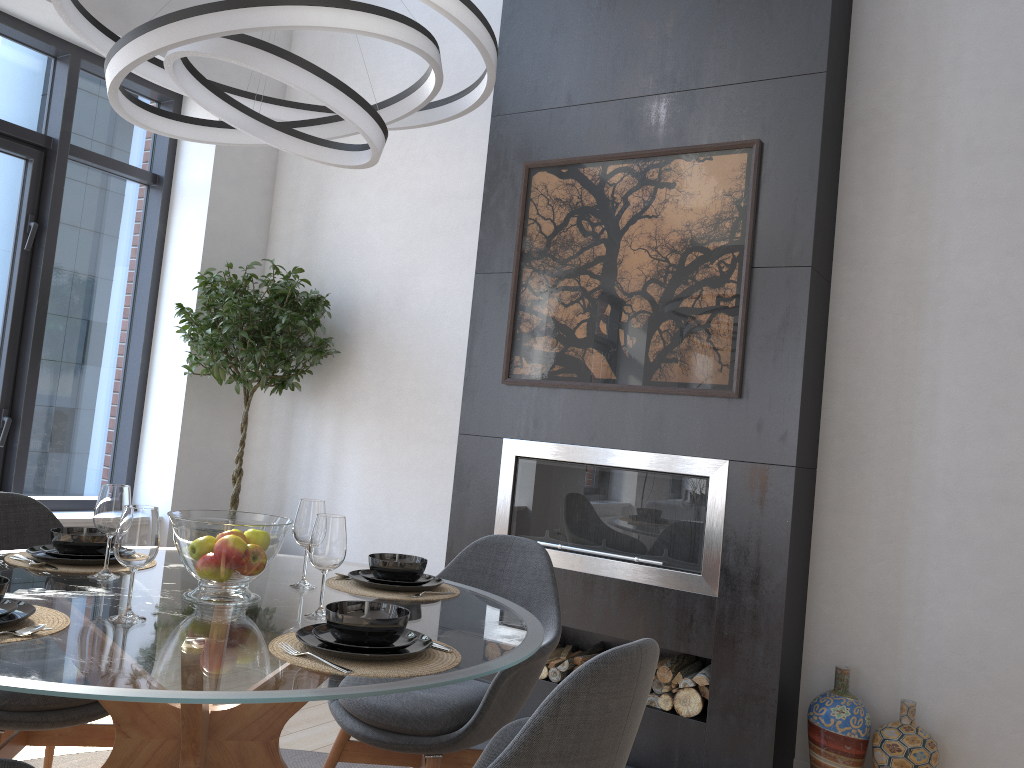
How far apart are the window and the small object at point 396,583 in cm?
284

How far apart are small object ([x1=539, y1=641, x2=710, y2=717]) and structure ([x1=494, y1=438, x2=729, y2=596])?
0.31m

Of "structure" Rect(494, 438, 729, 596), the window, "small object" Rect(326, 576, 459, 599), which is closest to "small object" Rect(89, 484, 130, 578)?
"small object" Rect(326, 576, 459, 599)

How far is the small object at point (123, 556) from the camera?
1.7 meters

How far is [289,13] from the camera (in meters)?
1.73

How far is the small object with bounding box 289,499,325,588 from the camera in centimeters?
222cm

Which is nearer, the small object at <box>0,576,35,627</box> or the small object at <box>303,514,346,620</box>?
the small object at <box>0,576,35,627</box>

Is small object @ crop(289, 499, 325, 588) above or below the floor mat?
above

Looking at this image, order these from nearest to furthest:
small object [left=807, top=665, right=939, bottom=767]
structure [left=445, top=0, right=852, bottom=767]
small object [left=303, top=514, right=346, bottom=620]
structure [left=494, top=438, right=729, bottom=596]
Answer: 1. small object [left=303, top=514, right=346, bottom=620]
2. small object [left=807, top=665, right=939, bottom=767]
3. structure [left=445, top=0, right=852, bottom=767]
4. structure [left=494, top=438, right=729, bottom=596]

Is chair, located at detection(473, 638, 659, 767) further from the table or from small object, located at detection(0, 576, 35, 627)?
small object, located at detection(0, 576, 35, 627)
